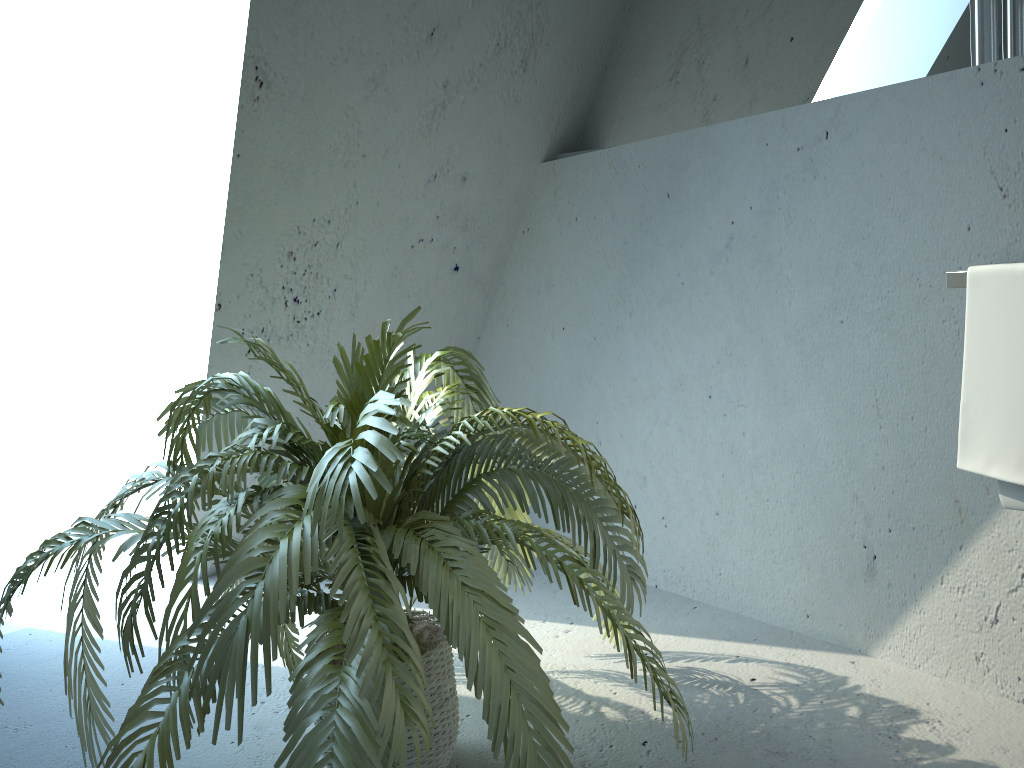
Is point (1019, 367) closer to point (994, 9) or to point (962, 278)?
point (962, 278)

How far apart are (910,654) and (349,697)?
1.3m

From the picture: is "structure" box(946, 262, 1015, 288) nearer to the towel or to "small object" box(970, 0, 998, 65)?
the towel

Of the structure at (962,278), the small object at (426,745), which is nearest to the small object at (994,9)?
the structure at (962,278)

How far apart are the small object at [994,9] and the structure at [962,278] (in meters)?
0.45

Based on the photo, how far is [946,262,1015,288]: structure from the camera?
1.50m

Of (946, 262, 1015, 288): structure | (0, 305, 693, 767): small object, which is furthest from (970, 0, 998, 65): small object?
(0, 305, 693, 767): small object

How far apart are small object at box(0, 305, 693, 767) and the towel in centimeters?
59cm

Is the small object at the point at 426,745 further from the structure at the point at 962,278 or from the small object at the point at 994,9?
the small object at the point at 994,9

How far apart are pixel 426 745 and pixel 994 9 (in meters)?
1.60
